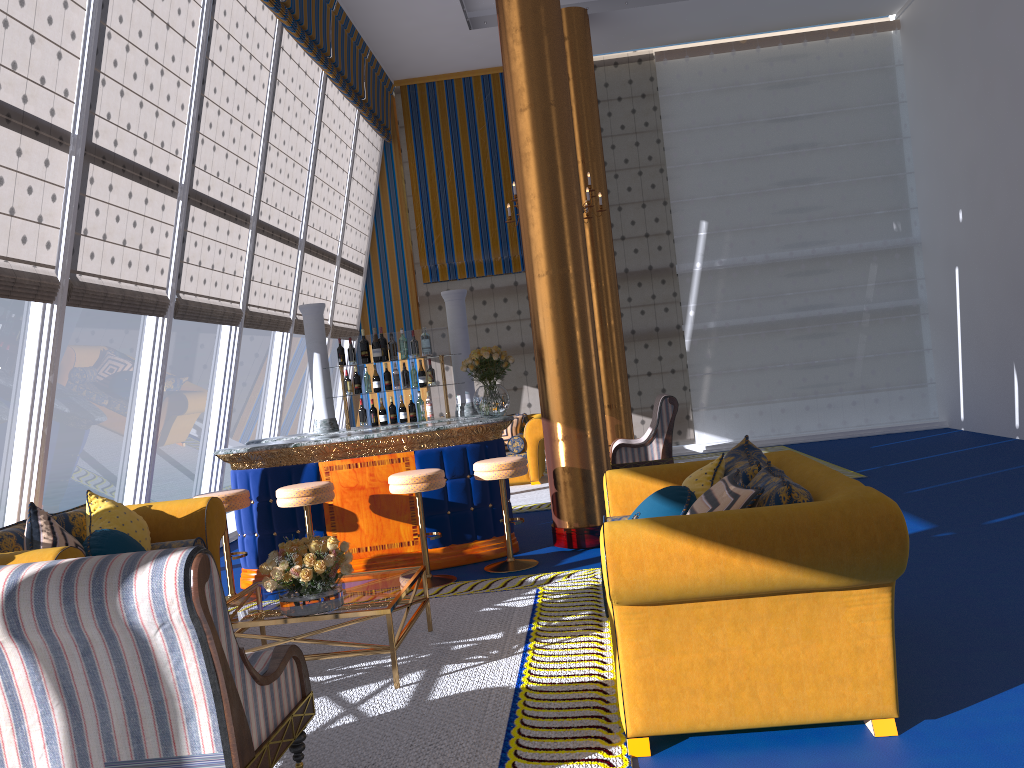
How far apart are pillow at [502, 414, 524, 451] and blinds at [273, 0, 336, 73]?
4.8 meters

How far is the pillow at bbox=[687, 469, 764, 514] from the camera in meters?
3.2 m

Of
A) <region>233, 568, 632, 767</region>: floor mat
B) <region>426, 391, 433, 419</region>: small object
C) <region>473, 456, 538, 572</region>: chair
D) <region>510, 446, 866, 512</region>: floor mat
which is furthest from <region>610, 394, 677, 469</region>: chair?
<region>233, 568, 632, 767</region>: floor mat

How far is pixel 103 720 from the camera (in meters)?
2.52

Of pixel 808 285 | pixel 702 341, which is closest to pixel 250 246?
pixel 702 341

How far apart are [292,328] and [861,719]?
8.33m

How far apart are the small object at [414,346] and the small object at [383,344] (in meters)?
0.25

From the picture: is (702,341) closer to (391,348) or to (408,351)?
(391,348)

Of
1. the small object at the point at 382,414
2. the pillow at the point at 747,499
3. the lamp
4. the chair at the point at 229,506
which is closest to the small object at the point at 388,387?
the small object at the point at 382,414

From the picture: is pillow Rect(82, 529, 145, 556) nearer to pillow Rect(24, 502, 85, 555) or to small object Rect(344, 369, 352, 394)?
pillow Rect(24, 502, 85, 555)
